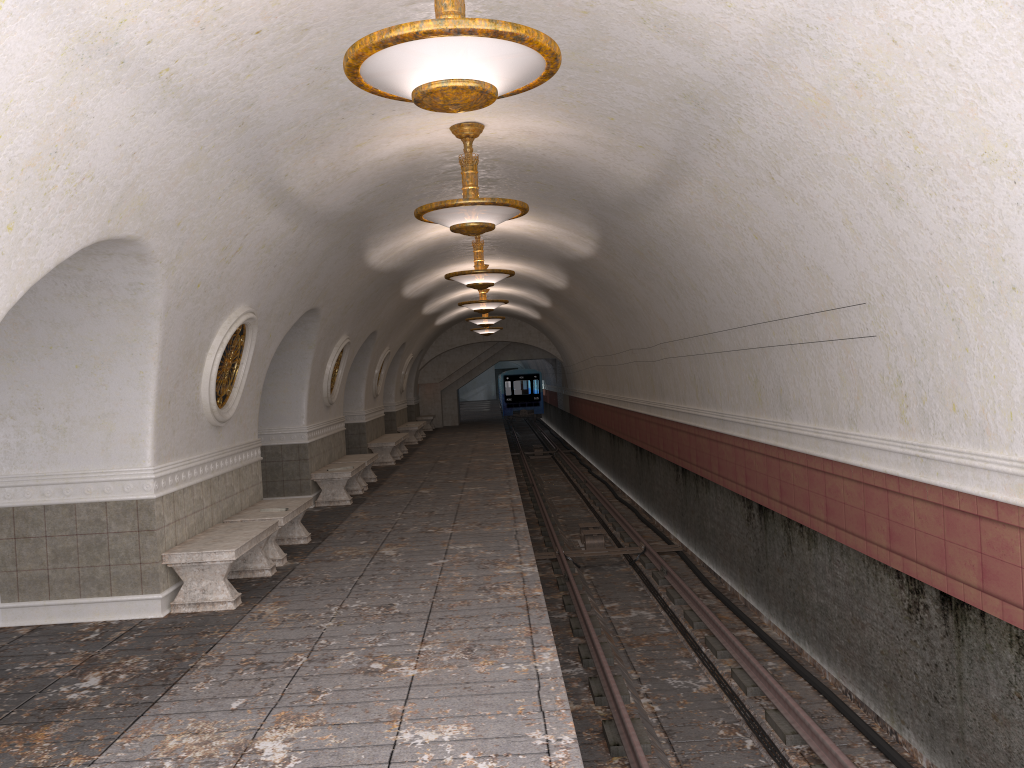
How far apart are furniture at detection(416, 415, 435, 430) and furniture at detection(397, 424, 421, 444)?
5.0m

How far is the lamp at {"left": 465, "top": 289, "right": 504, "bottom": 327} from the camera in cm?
2188

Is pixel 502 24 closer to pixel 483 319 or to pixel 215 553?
pixel 215 553

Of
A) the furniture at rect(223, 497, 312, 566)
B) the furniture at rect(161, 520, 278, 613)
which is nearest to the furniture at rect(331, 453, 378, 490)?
the furniture at rect(223, 497, 312, 566)

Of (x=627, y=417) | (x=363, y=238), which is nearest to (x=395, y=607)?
(x=363, y=238)

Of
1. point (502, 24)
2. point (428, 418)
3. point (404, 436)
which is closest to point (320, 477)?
point (404, 436)

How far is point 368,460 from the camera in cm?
1520

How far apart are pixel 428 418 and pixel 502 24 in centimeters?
2823cm

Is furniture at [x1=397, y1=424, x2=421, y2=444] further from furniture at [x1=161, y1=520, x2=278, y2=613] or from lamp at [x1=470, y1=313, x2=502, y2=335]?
furniture at [x1=161, y1=520, x2=278, y2=613]

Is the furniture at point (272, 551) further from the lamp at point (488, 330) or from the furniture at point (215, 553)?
the lamp at point (488, 330)
